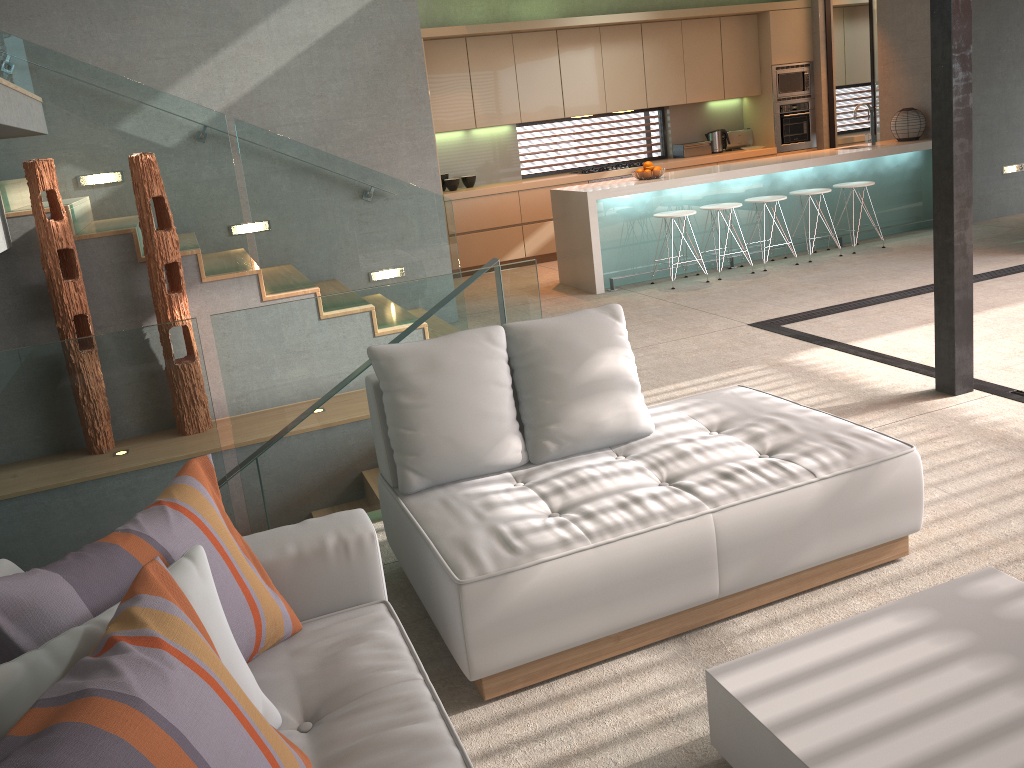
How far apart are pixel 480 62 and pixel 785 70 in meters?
3.7

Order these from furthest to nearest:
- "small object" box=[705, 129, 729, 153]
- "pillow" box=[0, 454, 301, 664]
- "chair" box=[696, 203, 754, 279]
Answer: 1. "small object" box=[705, 129, 729, 153]
2. "chair" box=[696, 203, 754, 279]
3. "pillow" box=[0, 454, 301, 664]

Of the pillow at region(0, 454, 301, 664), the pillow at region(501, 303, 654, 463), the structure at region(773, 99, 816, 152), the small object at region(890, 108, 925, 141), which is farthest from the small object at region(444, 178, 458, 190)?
the pillow at region(0, 454, 301, 664)

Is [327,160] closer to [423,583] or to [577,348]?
[577,348]

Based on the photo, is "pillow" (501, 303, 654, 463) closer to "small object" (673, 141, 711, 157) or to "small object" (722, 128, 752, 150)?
"small object" (673, 141, 711, 157)

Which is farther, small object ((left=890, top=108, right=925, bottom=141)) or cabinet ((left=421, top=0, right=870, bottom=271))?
cabinet ((left=421, top=0, right=870, bottom=271))

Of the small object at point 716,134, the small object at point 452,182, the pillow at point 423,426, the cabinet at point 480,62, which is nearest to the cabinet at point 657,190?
the cabinet at point 480,62

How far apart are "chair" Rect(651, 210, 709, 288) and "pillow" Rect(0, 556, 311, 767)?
6.6m

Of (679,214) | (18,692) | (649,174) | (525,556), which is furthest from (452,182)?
(18,692)

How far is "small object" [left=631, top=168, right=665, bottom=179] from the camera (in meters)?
7.92
